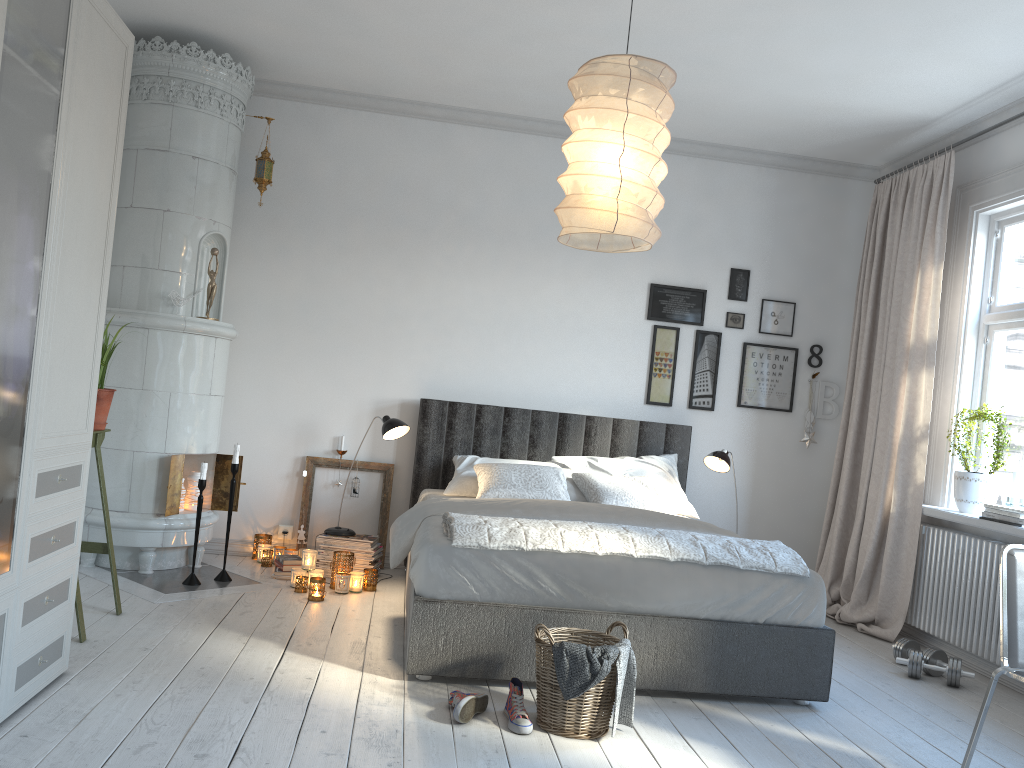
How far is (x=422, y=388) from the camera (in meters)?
5.44

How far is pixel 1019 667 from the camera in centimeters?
259cm

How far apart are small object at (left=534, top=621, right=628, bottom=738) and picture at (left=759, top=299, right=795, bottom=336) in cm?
314

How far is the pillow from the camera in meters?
4.6 m

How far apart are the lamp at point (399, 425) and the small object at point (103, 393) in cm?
146

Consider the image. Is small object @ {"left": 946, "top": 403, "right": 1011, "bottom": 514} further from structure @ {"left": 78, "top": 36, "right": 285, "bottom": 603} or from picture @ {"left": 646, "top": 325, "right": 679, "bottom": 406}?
structure @ {"left": 78, "top": 36, "right": 285, "bottom": 603}

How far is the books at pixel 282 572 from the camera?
4.8m

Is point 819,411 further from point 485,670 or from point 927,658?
point 485,670

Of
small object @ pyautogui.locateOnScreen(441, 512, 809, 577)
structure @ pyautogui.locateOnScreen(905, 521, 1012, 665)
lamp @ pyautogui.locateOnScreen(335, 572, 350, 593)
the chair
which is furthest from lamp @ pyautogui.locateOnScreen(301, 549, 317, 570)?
structure @ pyautogui.locateOnScreen(905, 521, 1012, 665)

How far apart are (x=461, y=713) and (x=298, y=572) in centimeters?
194cm
